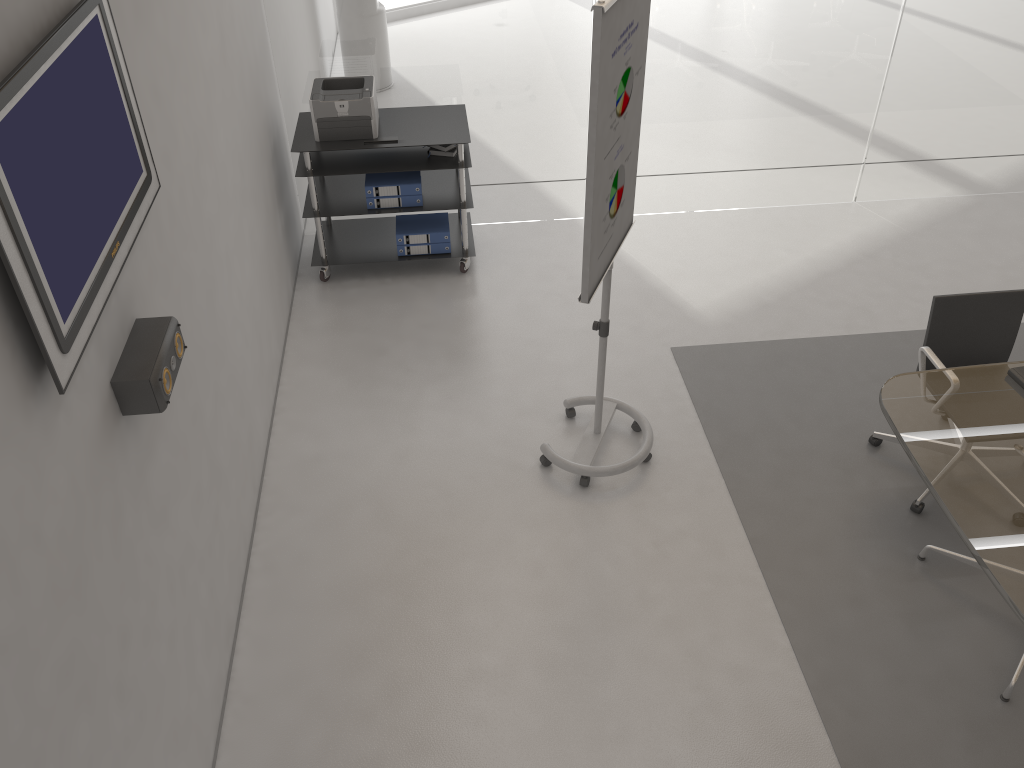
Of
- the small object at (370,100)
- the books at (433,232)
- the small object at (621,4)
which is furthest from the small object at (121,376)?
the books at (433,232)

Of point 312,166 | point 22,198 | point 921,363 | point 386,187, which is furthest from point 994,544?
point 312,166

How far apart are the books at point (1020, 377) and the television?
3.1m

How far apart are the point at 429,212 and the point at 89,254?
3.8m

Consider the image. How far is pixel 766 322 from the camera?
5.0 meters

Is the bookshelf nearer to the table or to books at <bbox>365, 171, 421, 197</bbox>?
books at <bbox>365, 171, 421, 197</bbox>

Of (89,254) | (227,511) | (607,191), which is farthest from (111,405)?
(607,191)

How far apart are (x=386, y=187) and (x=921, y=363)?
3.0m

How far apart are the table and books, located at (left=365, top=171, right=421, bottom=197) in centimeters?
284cm

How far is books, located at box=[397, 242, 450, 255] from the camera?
5.3 meters
